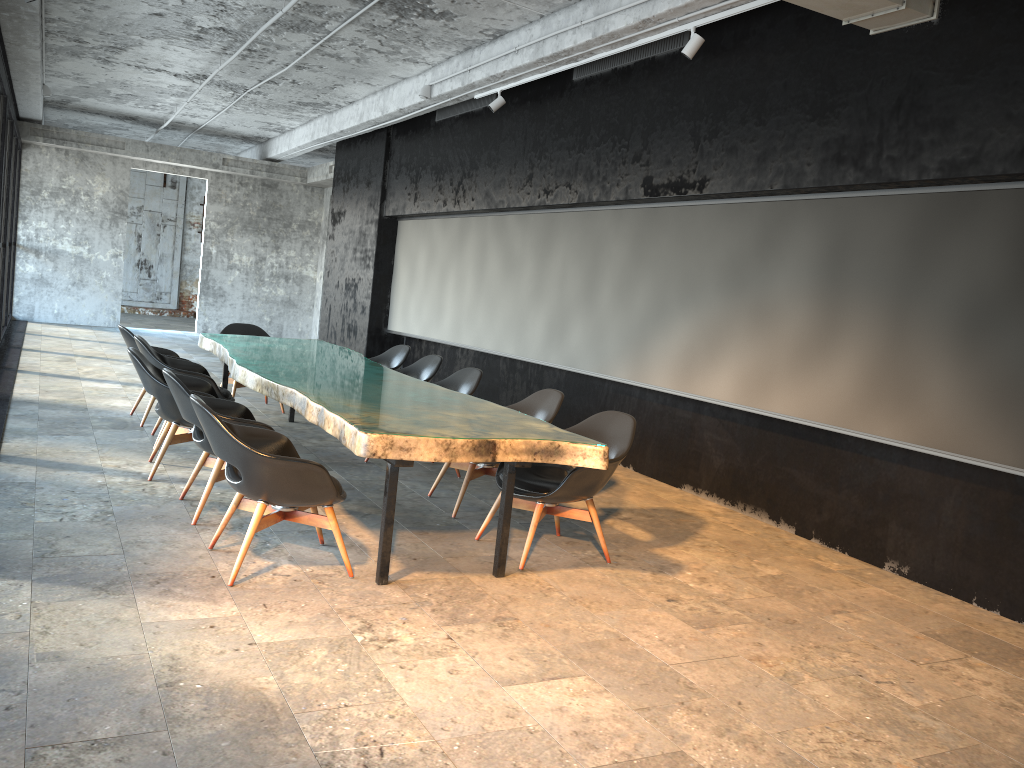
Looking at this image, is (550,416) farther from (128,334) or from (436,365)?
(128,334)

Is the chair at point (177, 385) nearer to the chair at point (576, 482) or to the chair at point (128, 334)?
the chair at point (576, 482)

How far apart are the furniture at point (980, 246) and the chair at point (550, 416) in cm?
133

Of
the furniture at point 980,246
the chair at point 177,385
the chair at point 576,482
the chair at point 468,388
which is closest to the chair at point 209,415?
the chair at point 177,385

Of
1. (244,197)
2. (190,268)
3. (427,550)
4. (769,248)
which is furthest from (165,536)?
(190,268)

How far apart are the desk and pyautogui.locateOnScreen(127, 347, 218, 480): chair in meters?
0.2 m

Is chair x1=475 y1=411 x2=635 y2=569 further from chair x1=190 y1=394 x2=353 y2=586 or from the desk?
chair x1=190 y1=394 x2=353 y2=586

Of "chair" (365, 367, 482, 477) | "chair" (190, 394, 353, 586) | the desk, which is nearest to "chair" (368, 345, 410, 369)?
the desk

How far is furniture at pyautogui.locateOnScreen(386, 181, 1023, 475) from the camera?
4.9m

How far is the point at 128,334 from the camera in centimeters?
758cm
